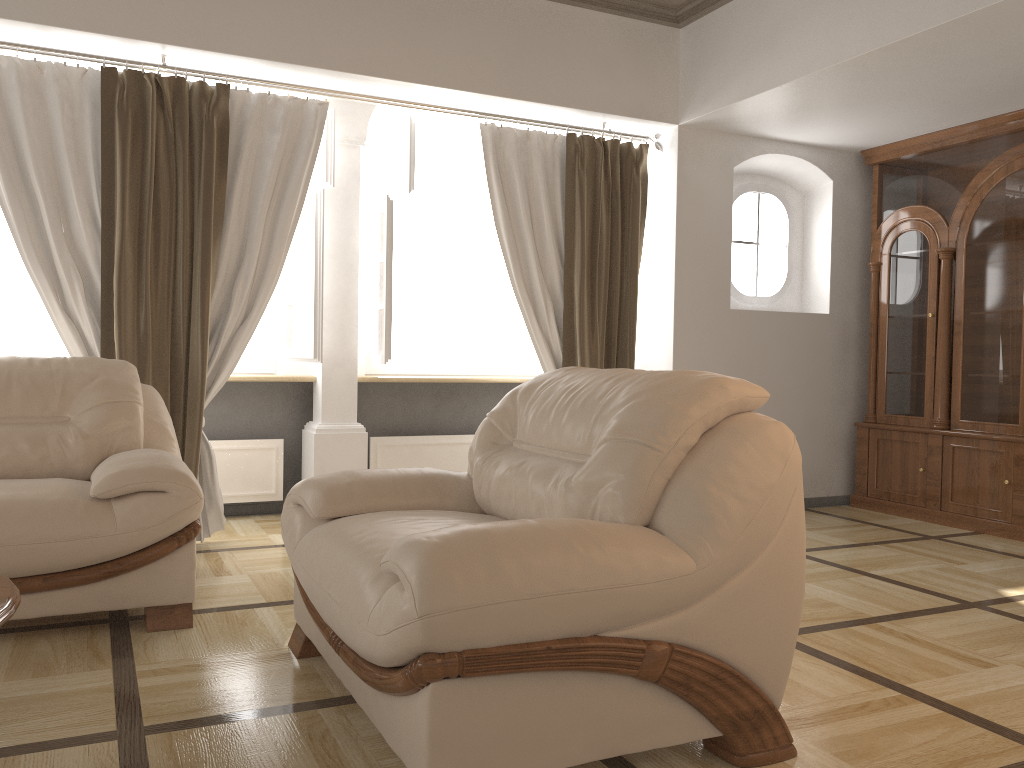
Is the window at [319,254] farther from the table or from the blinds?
the table

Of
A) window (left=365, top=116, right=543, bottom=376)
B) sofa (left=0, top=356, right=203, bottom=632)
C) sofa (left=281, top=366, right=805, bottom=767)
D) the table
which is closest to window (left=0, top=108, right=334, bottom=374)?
window (left=365, top=116, right=543, bottom=376)

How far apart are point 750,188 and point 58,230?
4.0m

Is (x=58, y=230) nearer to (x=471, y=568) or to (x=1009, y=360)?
(x=471, y=568)

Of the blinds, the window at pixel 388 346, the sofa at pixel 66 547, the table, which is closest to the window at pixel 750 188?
the blinds

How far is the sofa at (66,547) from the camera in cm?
277

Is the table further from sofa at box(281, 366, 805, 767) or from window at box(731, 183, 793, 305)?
window at box(731, 183, 793, 305)

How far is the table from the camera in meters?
1.8 m

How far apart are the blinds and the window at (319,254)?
0.19m

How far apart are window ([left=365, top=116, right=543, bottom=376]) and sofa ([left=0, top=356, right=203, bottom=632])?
1.4 meters
